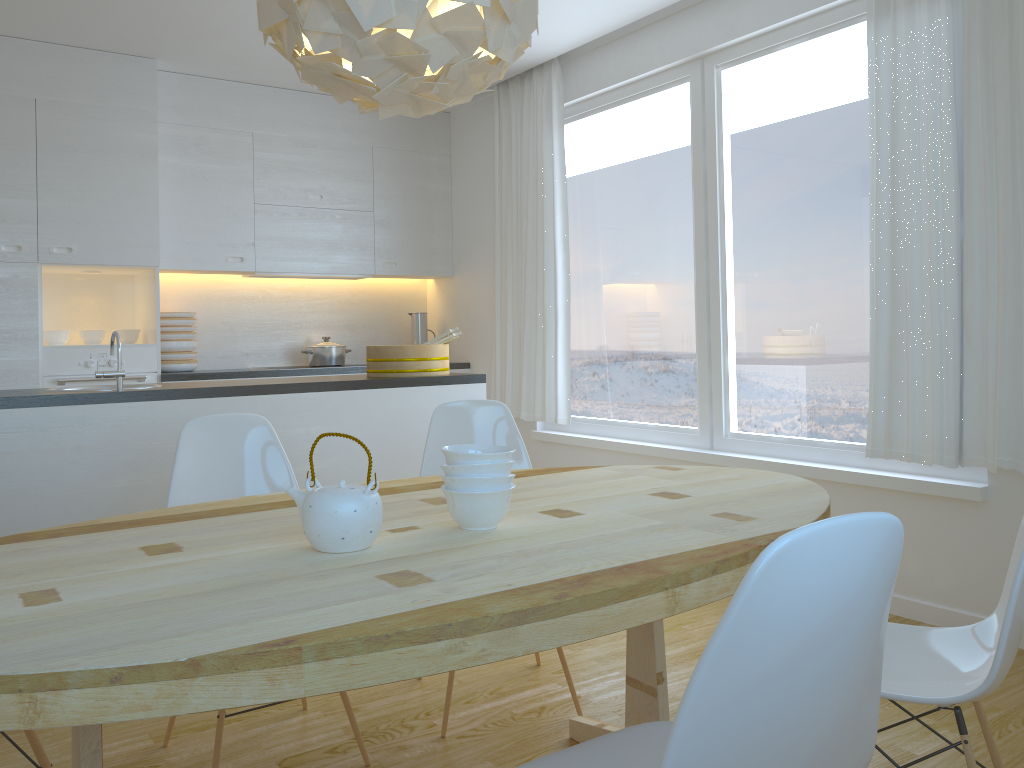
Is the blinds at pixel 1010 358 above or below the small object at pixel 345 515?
above

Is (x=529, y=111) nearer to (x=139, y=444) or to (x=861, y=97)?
(x=861, y=97)

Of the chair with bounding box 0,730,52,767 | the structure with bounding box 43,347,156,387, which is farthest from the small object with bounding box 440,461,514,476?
the structure with bounding box 43,347,156,387

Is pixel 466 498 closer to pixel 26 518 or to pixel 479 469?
pixel 479 469

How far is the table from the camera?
1.1m

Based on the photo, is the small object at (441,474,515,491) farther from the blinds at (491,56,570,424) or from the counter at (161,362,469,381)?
the counter at (161,362,469,381)

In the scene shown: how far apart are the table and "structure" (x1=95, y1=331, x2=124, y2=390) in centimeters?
126cm

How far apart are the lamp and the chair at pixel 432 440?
1.3m

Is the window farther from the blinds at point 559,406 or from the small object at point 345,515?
the small object at point 345,515

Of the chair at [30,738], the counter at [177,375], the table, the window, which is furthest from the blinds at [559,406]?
the chair at [30,738]
